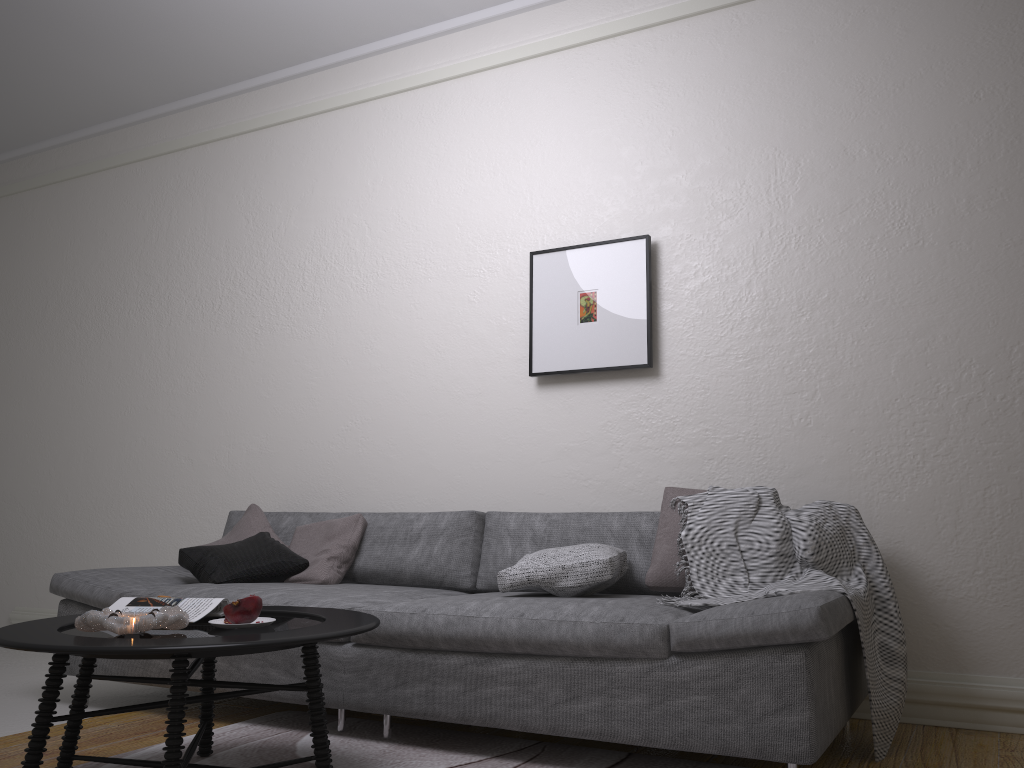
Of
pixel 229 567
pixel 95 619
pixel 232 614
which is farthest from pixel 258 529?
pixel 95 619

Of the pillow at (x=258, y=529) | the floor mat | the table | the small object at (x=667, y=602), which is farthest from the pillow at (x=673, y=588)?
the pillow at (x=258, y=529)

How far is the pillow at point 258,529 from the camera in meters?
4.0 m

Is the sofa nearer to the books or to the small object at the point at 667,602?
the small object at the point at 667,602

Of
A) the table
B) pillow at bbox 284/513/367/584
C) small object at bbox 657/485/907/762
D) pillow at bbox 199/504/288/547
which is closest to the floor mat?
the table

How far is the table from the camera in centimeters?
193cm

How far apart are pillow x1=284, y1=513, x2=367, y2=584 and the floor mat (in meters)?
0.56

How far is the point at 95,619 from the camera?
2.1 meters

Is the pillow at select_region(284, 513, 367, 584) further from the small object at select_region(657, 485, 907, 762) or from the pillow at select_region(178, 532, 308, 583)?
the small object at select_region(657, 485, 907, 762)

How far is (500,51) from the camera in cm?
437
